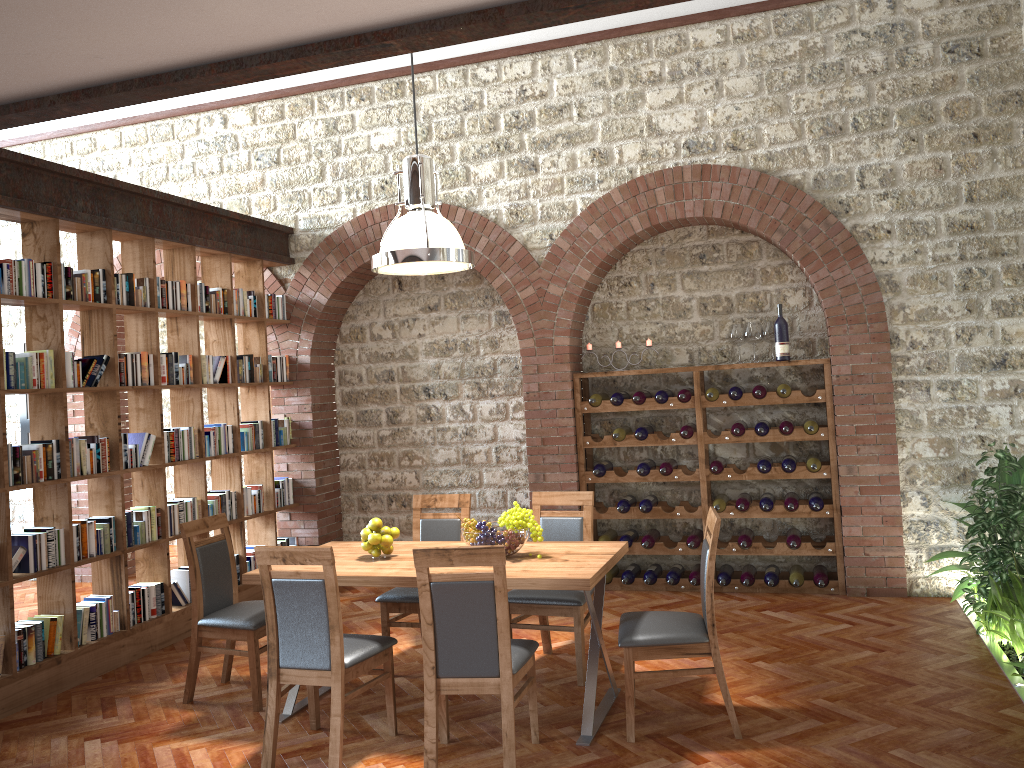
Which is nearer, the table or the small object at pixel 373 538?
the table

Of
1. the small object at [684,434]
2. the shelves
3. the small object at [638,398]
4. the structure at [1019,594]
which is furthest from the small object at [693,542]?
the structure at [1019,594]

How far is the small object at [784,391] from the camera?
6.4m

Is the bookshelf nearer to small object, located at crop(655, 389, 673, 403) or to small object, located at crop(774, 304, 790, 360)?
small object, located at crop(655, 389, 673, 403)

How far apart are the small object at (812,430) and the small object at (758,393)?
0.4m

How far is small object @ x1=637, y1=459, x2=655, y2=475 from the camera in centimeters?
675cm

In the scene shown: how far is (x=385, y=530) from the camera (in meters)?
4.68

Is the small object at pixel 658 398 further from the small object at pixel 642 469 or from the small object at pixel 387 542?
the small object at pixel 387 542

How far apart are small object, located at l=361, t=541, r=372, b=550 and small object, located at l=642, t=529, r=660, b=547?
2.7m

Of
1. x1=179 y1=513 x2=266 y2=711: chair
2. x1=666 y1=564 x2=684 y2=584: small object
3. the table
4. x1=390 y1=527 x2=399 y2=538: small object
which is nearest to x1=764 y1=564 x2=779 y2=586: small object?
x1=666 y1=564 x2=684 y2=584: small object
